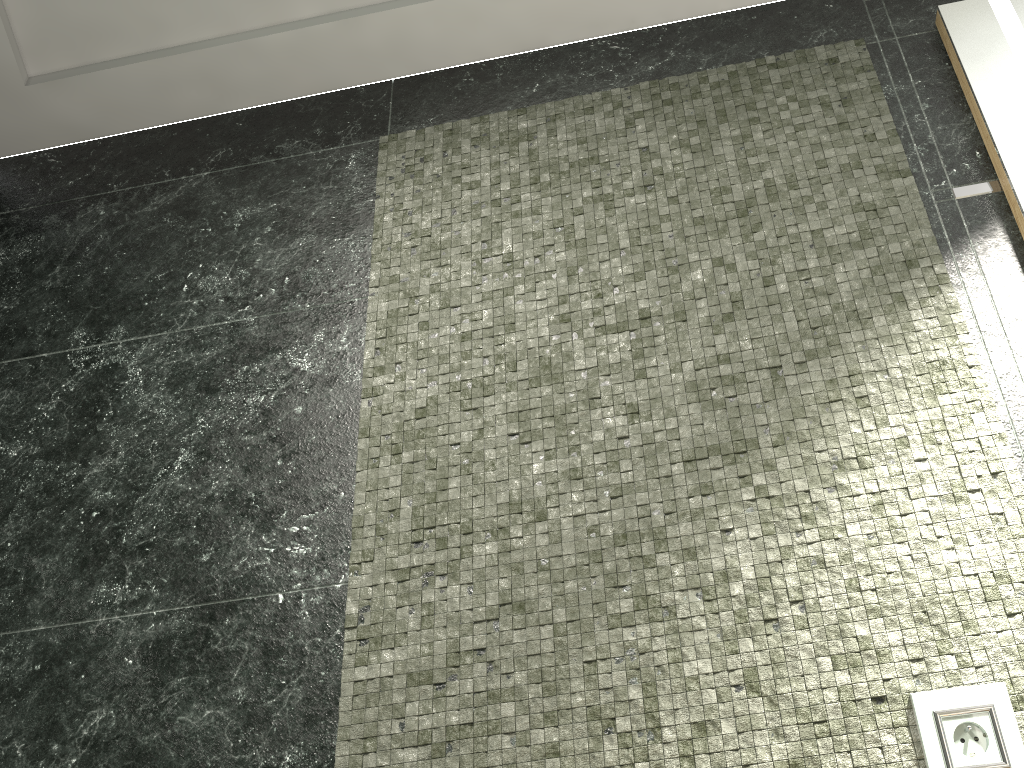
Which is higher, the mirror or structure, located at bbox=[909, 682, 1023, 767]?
the mirror

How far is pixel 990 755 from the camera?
1.1 meters

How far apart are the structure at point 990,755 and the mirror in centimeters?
74cm

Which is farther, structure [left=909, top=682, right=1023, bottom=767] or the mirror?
the mirror

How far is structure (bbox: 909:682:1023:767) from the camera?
1.1 meters

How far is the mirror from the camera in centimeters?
145cm

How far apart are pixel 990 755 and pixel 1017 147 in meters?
1.0

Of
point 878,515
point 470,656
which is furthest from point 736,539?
point 470,656

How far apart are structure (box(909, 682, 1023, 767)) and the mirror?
0.7 meters
